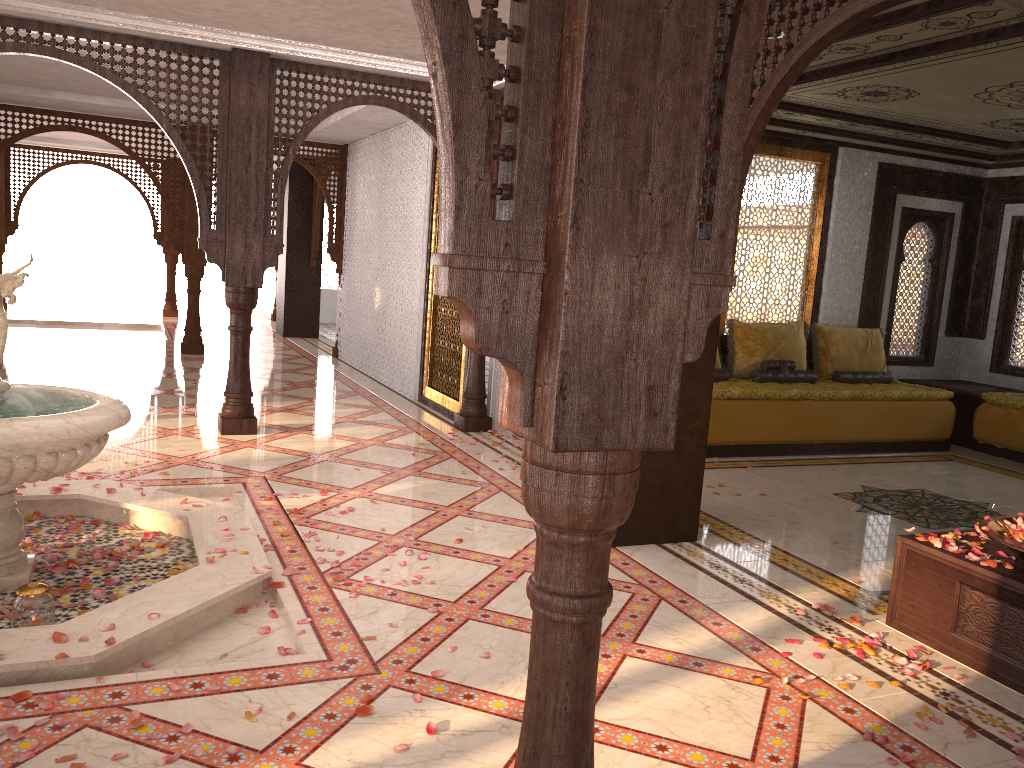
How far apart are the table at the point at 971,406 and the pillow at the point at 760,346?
1.62m

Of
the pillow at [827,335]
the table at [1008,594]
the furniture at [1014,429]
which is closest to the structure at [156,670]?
the table at [1008,594]

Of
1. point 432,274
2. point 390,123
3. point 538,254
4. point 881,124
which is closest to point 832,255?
point 881,124

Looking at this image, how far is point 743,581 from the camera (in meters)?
4.30

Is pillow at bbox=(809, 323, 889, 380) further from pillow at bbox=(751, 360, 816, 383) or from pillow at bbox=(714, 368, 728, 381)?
pillow at bbox=(714, 368, 728, 381)

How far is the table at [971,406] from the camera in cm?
846

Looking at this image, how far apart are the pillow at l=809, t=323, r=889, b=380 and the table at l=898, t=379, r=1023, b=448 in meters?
0.7 m

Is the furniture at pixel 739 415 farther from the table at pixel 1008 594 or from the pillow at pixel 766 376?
the table at pixel 1008 594

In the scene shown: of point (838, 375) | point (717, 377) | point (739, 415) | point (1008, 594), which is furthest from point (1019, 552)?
point (838, 375)

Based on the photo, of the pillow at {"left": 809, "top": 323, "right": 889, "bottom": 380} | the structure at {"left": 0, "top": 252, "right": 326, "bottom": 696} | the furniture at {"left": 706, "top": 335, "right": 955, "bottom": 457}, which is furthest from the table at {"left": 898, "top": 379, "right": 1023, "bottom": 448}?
the structure at {"left": 0, "top": 252, "right": 326, "bottom": 696}
